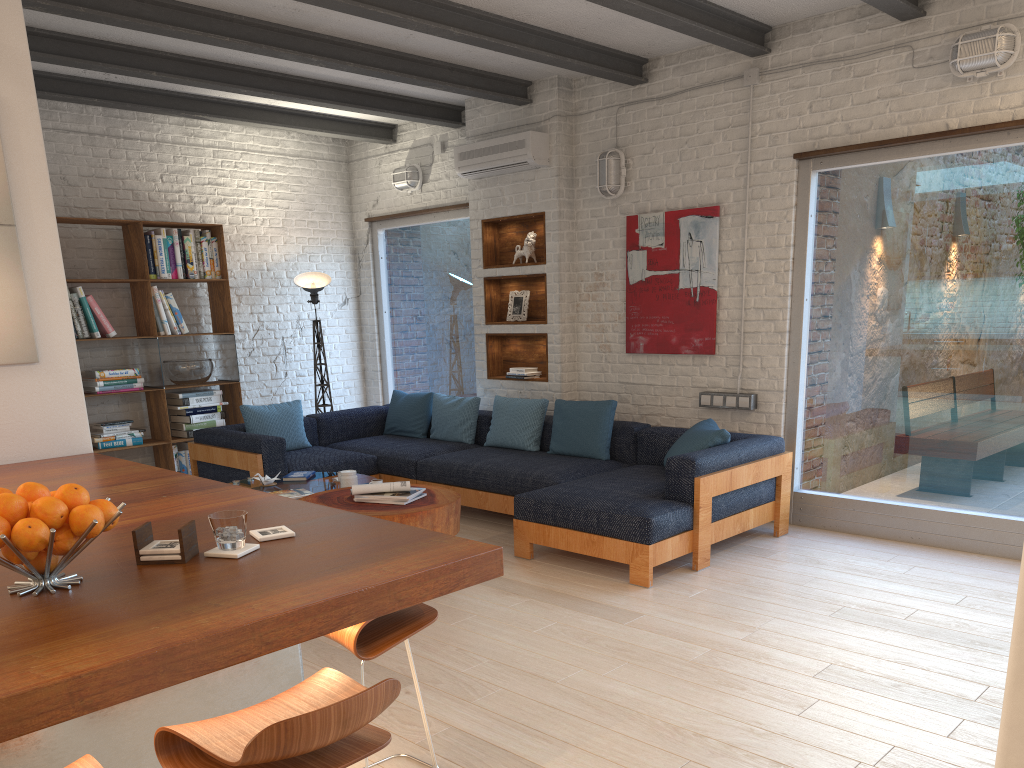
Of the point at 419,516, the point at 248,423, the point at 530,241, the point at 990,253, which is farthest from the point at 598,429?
the point at 248,423

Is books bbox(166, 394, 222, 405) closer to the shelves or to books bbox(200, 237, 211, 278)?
books bbox(200, 237, 211, 278)

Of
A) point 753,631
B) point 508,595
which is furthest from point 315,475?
point 753,631

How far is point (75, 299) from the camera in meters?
6.6 m

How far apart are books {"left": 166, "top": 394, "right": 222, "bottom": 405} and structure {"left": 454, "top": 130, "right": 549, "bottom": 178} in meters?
2.8 m

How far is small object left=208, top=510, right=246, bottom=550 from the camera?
2.03m

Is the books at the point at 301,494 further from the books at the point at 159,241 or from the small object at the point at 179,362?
the books at the point at 159,241

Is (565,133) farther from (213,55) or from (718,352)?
(213,55)

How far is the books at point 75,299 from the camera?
6.6m

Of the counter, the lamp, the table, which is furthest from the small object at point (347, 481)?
the lamp
